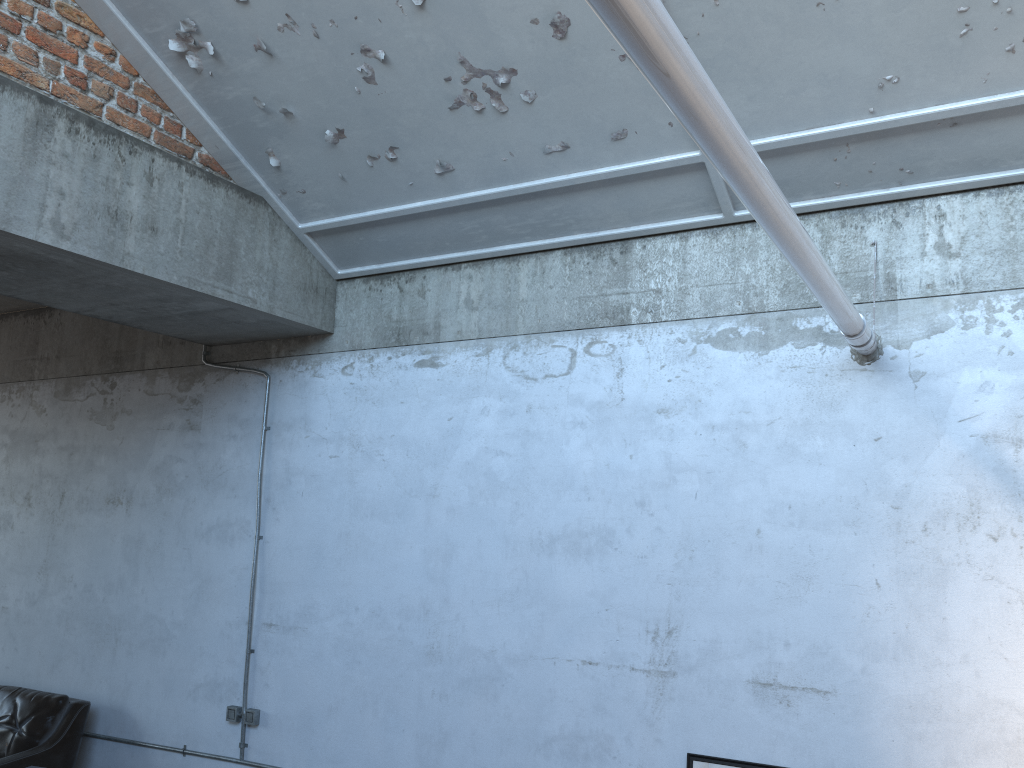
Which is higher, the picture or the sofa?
the picture

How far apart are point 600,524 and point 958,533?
1.6m

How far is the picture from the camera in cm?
405

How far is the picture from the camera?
4.1m

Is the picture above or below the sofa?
above

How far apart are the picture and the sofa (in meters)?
4.11

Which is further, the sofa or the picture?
the sofa

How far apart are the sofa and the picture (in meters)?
4.11
